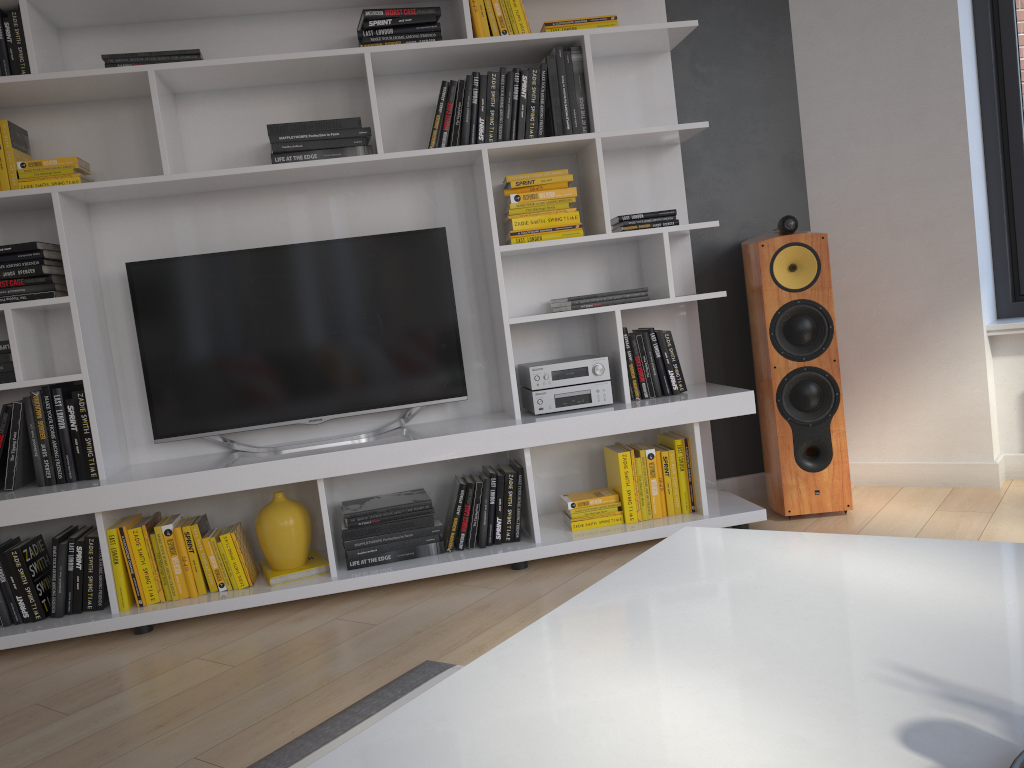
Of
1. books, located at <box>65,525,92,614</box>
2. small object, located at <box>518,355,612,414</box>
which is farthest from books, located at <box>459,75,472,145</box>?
books, located at <box>65,525,92,614</box>

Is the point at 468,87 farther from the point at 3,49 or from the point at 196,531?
the point at 196,531

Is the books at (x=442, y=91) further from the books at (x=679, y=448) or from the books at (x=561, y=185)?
the books at (x=679, y=448)

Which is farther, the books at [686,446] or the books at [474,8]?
the books at [686,446]

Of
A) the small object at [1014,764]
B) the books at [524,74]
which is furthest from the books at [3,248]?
the small object at [1014,764]

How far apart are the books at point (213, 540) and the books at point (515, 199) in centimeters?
152cm

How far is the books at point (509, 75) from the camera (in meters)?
3.04

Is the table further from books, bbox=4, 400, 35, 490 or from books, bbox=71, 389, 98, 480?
books, bbox=4, 400, 35, 490

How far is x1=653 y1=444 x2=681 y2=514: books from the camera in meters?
3.2 m

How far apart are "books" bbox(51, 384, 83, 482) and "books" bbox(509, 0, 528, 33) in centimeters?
195cm
